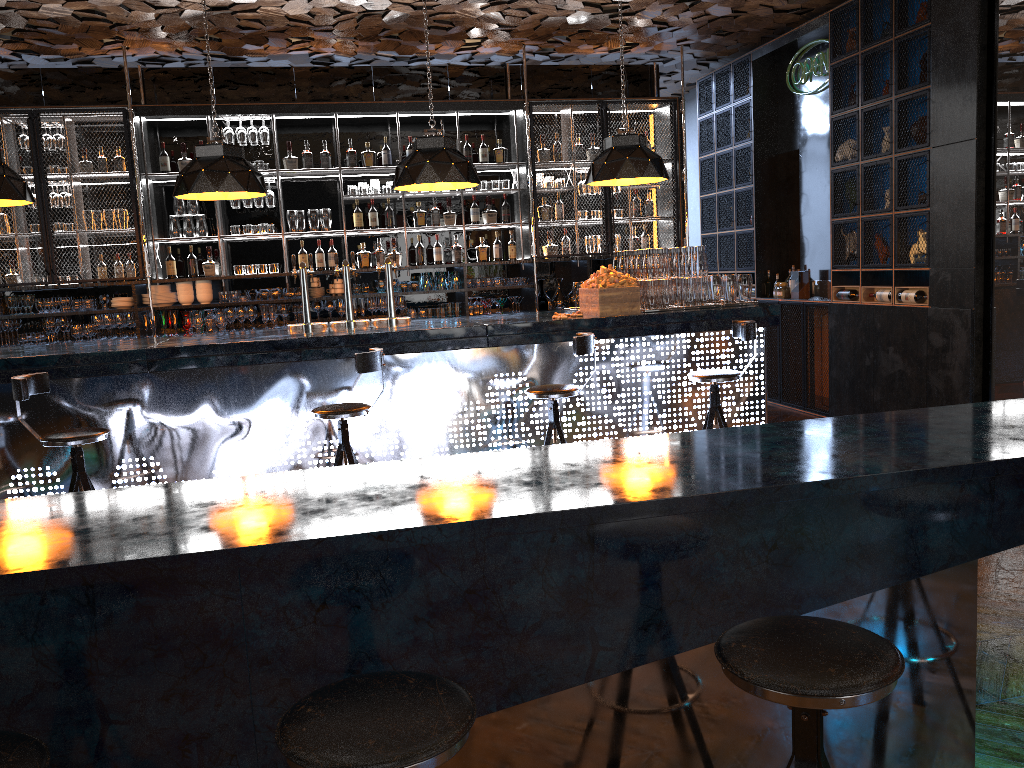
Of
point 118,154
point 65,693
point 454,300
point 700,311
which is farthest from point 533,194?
point 65,693

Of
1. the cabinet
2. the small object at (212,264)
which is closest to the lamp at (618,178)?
the cabinet

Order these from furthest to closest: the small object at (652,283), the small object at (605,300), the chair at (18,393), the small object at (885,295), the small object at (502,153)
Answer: the small object at (502,153) → the small object at (885,295) → the small object at (652,283) → the small object at (605,300) → the chair at (18,393)

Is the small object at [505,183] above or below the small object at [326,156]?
below

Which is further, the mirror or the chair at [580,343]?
the mirror

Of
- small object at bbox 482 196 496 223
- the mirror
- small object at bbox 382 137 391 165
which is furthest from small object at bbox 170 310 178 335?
the mirror

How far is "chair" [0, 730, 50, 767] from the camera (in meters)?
1.35

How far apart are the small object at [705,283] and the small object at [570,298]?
2.85m

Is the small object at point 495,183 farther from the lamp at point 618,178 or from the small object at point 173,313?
the small object at point 173,313

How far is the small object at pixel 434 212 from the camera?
8.56m
